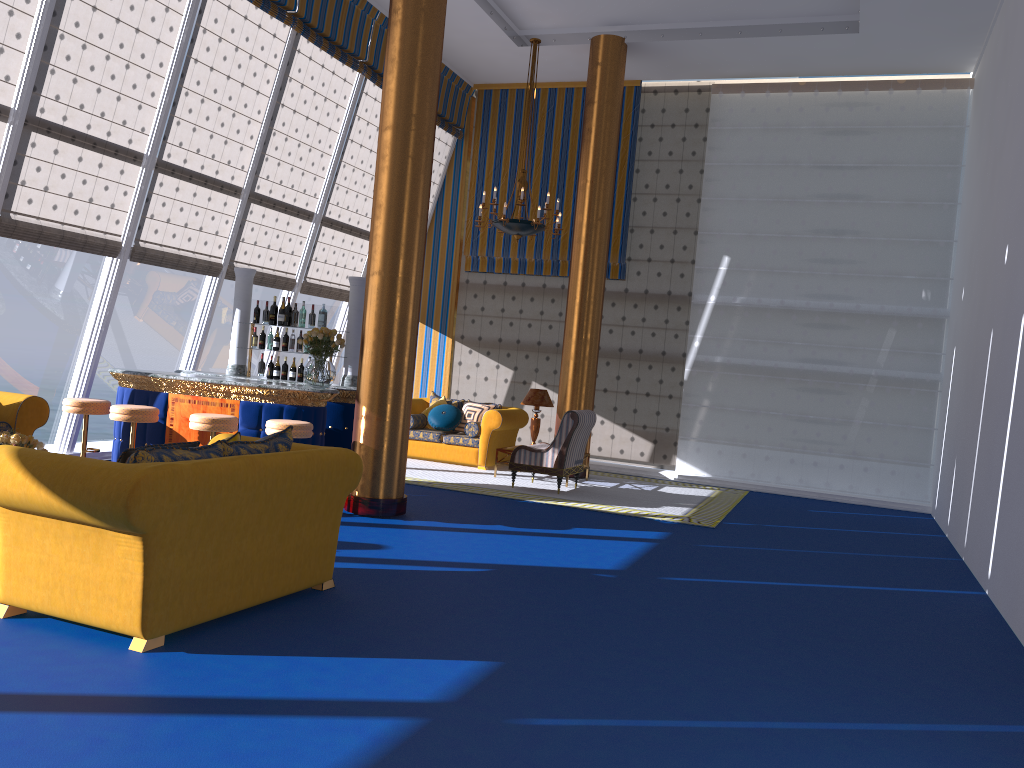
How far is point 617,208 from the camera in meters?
13.4

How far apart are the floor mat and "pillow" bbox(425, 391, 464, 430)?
0.99m

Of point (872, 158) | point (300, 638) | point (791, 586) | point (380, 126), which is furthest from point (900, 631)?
point (872, 158)

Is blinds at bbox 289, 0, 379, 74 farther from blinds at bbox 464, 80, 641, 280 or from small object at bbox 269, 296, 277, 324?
small object at bbox 269, 296, 277, 324

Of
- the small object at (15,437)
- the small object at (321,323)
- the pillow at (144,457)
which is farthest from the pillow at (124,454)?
the small object at (321,323)

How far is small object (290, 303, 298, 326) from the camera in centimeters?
923cm

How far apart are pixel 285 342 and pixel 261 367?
0.4m

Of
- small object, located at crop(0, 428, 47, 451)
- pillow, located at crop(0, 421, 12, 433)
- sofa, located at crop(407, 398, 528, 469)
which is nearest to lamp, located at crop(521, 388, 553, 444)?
sofa, located at crop(407, 398, 528, 469)

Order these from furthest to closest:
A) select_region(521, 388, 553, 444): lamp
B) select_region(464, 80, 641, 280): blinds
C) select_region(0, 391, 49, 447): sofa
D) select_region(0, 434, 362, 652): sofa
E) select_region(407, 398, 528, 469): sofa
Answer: select_region(464, 80, 641, 280): blinds, select_region(407, 398, 528, 469): sofa, select_region(521, 388, 553, 444): lamp, select_region(0, 391, 49, 447): sofa, select_region(0, 434, 362, 652): sofa

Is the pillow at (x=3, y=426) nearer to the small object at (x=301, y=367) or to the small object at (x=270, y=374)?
the small object at (x=270, y=374)
